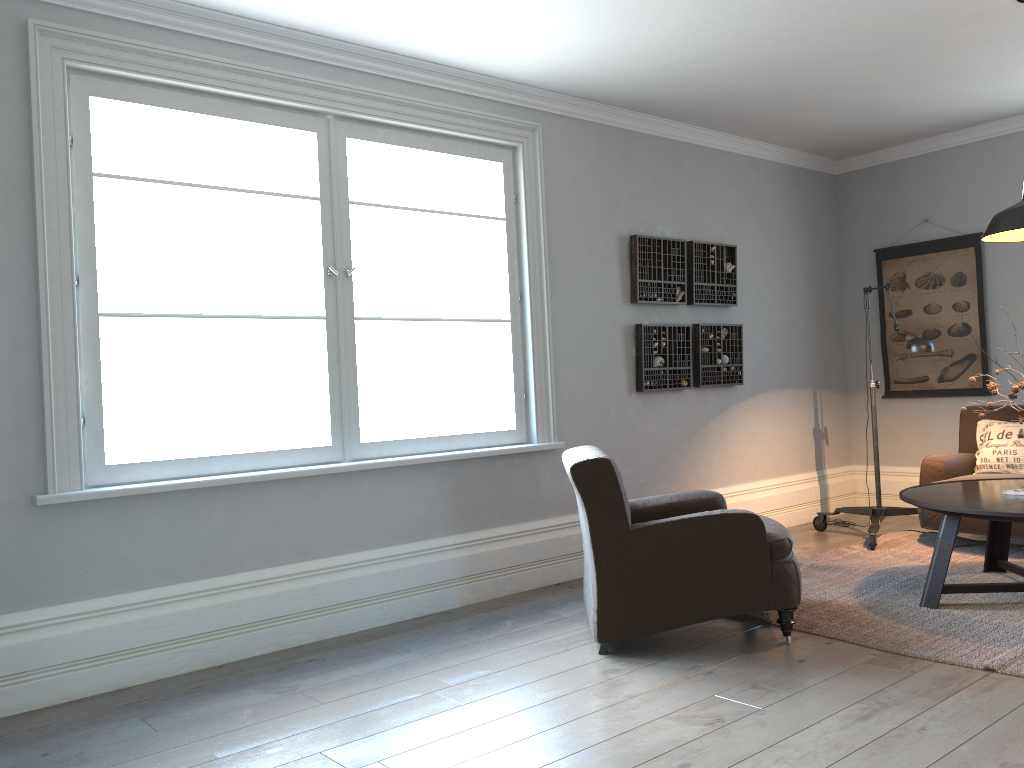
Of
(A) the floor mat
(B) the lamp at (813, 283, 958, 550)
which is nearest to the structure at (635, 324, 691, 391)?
(B) the lamp at (813, 283, 958, 550)

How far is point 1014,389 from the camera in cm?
395

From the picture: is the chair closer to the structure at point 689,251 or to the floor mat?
the floor mat

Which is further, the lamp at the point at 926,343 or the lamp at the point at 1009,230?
the lamp at the point at 926,343

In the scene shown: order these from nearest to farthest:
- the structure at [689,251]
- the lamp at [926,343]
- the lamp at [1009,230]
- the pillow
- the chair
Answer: the chair
the lamp at [1009,230]
the lamp at [926,343]
the pillow
the structure at [689,251]

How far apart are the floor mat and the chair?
0.2m

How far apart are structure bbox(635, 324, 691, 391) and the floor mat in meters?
1.3

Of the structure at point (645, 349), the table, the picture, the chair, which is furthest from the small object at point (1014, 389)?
the picture

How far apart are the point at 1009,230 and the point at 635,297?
2.1m

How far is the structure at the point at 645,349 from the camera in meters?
5.4
